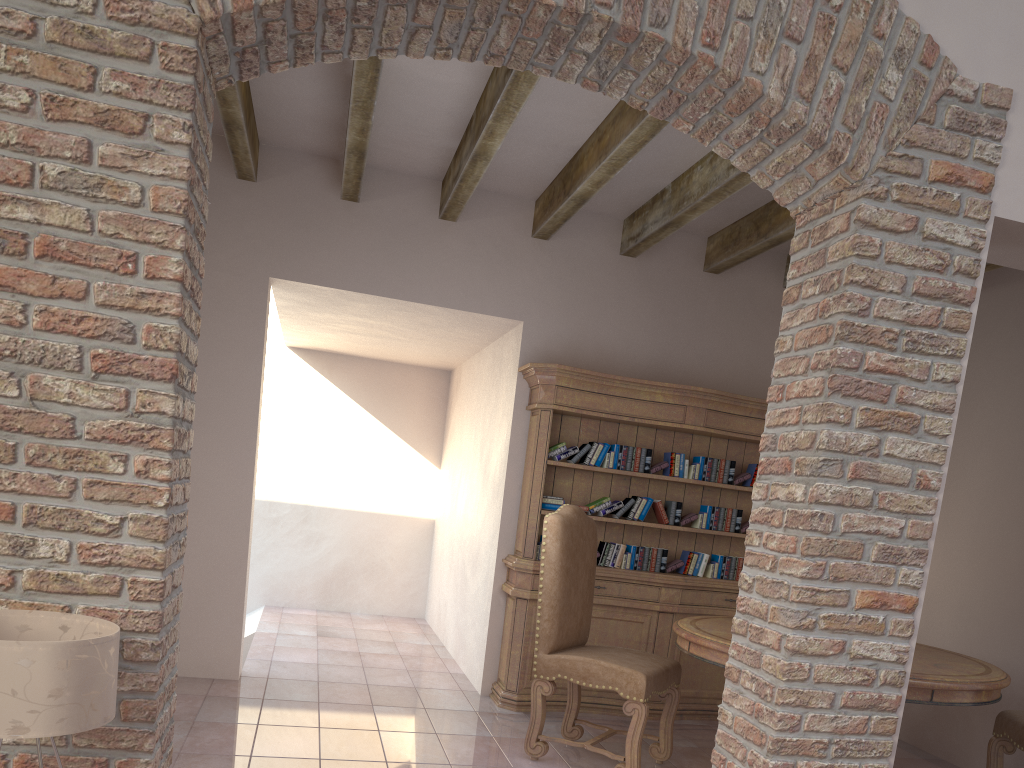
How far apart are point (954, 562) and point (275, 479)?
5.6m

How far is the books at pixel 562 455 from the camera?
5.15m

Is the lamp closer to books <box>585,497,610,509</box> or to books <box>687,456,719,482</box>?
books <box>585,497,610,509</box>

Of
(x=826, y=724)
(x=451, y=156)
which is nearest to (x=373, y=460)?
(x=451, y=156)

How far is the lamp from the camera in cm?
185

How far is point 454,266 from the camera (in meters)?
4.95

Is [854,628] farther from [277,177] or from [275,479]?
[275,479]

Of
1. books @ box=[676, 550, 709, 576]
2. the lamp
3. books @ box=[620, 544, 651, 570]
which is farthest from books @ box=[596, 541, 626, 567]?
the lamp

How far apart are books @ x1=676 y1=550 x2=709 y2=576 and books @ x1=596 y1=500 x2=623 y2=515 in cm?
57

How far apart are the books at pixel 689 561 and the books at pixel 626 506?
0.4 meters
